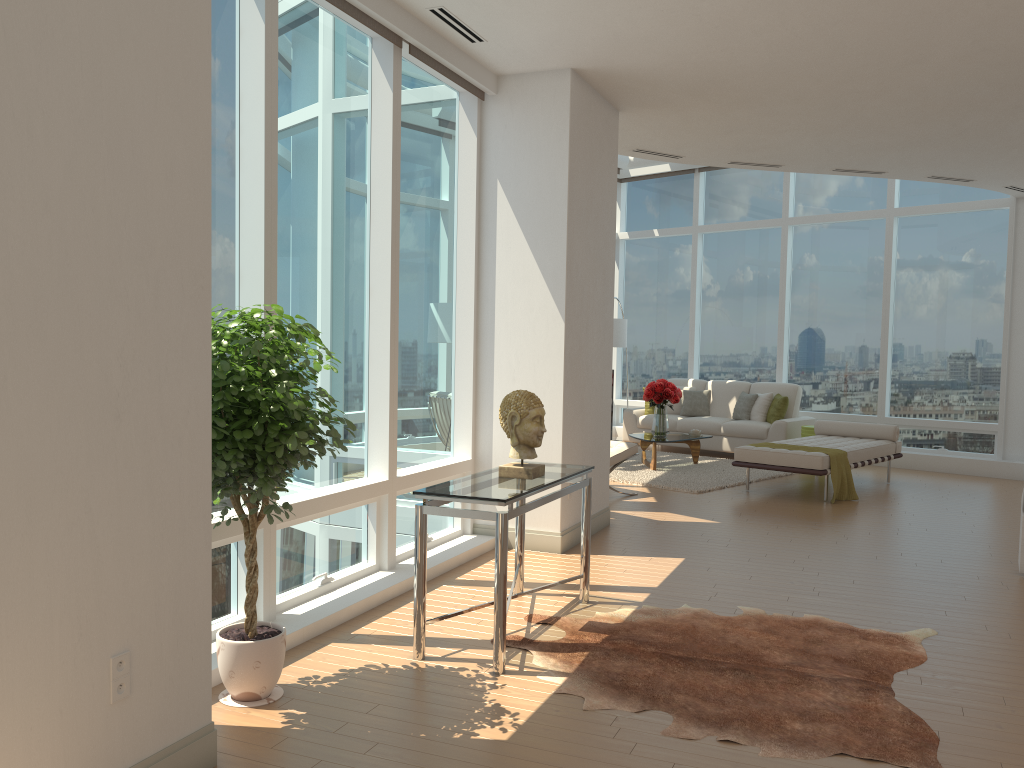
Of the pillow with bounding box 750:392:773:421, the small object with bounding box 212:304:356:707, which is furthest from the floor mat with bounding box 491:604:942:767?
the pillow with bounding box 750:392:773:421

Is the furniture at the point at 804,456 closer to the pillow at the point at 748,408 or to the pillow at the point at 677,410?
the pillow at the point at 748,408

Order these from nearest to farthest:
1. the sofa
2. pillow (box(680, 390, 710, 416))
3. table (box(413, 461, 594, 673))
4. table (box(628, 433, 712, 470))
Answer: table (box(413, 461, 594, 673))
table (box(628, 433, 712, 470))
the sofa
pillow (box(680, 390, 710, 416))

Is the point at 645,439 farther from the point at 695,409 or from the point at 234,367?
the point at 234,367

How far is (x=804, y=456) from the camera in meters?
8.6 m

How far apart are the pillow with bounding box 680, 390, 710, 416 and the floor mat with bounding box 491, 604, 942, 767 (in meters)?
8.01

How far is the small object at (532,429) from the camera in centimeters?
449cm

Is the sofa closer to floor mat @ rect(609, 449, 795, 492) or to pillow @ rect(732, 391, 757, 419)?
pillow @ rect(732, 391, 757, 419)

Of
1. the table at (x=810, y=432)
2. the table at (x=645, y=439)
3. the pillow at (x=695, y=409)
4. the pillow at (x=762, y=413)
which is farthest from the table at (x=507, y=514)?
the pillow at (x=695, y=409)

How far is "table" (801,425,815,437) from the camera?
11.2m
